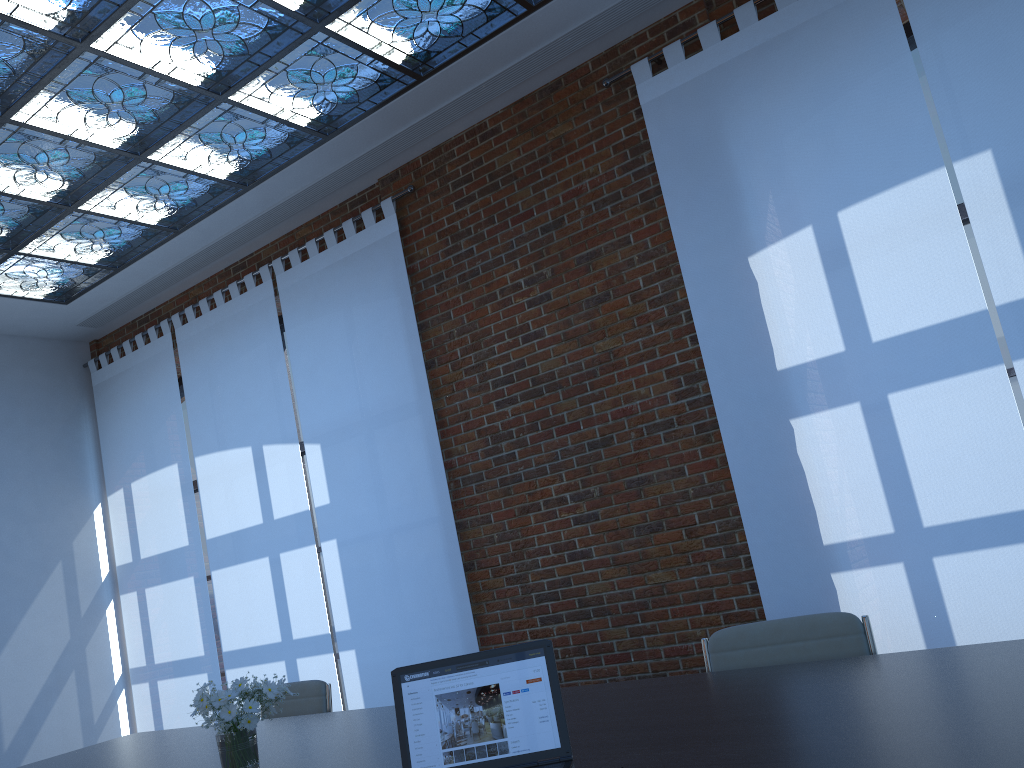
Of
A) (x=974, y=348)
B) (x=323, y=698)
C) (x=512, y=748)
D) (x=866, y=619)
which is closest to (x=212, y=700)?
(x=512, y=748)

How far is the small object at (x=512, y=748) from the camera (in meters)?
1.96

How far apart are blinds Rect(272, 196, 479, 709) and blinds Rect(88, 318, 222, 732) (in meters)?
1.38

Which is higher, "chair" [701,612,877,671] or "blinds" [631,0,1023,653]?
"blinds" [631,0,1023,653]

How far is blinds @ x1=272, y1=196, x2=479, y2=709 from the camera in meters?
5.6 m

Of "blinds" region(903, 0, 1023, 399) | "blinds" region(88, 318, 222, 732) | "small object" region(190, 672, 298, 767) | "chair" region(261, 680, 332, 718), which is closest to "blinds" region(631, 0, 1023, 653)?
"blinds" region(903, 0, 1023, 399)

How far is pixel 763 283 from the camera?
4.4m

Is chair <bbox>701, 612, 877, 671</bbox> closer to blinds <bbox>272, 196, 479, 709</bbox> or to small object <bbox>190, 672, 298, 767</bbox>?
small object <bbox>190, 672, 298, 767</bbox>

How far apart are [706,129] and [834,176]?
0.7 meters

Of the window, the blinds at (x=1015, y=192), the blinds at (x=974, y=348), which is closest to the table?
the blinds at (x=974, y=348)
